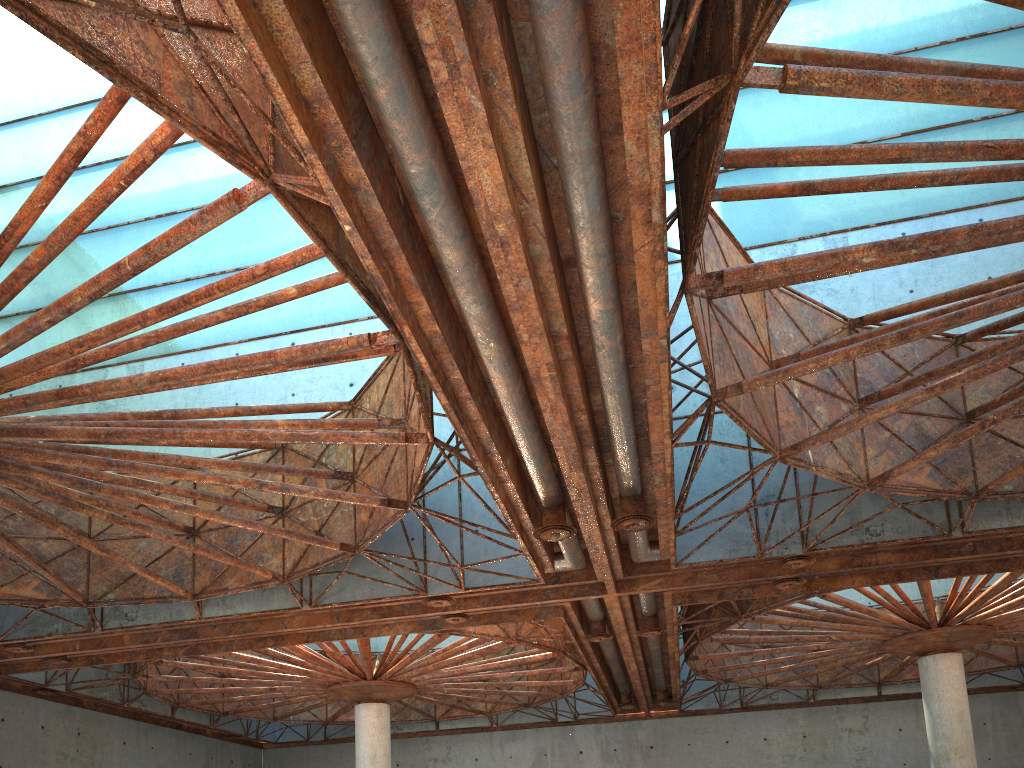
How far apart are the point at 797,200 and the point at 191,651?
29.66m
